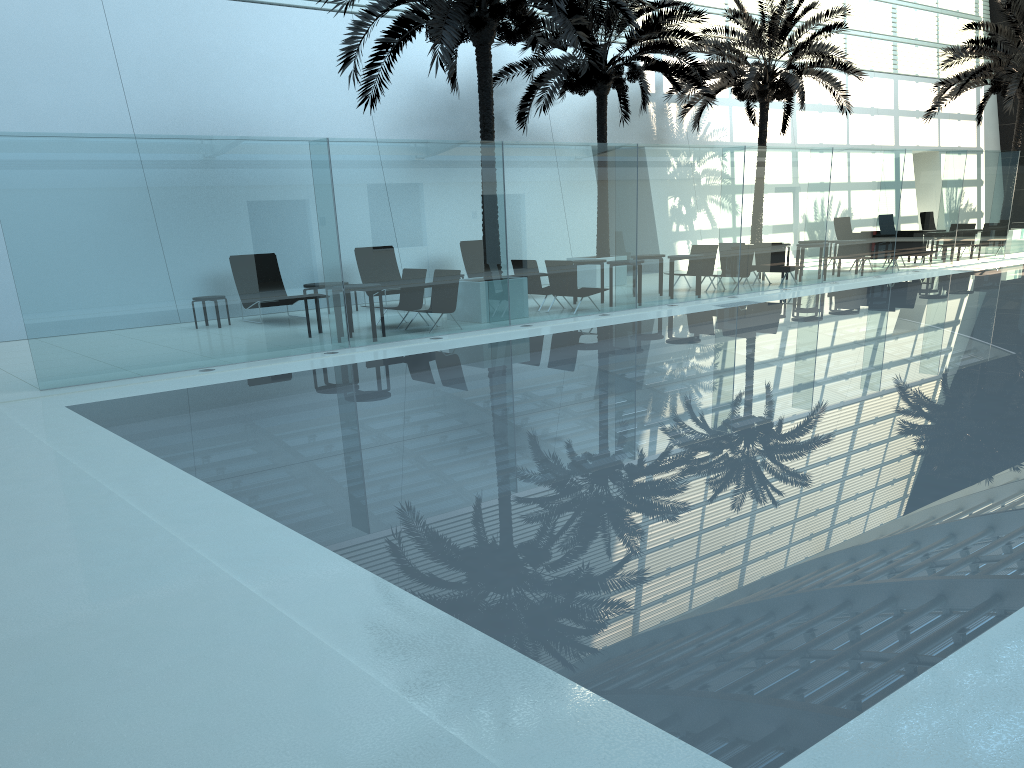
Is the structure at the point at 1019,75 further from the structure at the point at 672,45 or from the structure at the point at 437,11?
the structure at the point at 437,11

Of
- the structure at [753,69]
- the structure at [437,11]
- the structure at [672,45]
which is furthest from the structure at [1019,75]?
the structure at [437,11]

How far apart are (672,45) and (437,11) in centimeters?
775cm

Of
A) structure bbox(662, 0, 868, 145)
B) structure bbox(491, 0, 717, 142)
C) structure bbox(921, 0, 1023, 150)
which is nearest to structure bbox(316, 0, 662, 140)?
structure bbox(491, 0, 717, 142)

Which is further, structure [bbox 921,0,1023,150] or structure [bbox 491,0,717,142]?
structure [bbox 921,0,1023,150]

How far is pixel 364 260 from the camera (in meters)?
12.35

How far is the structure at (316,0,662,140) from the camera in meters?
12.8

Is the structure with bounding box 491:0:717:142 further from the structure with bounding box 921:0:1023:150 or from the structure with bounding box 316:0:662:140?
the structure with bounding box 921:0:1023:150

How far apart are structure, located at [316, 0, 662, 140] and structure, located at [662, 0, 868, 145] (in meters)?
7.19

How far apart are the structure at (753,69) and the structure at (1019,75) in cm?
344
